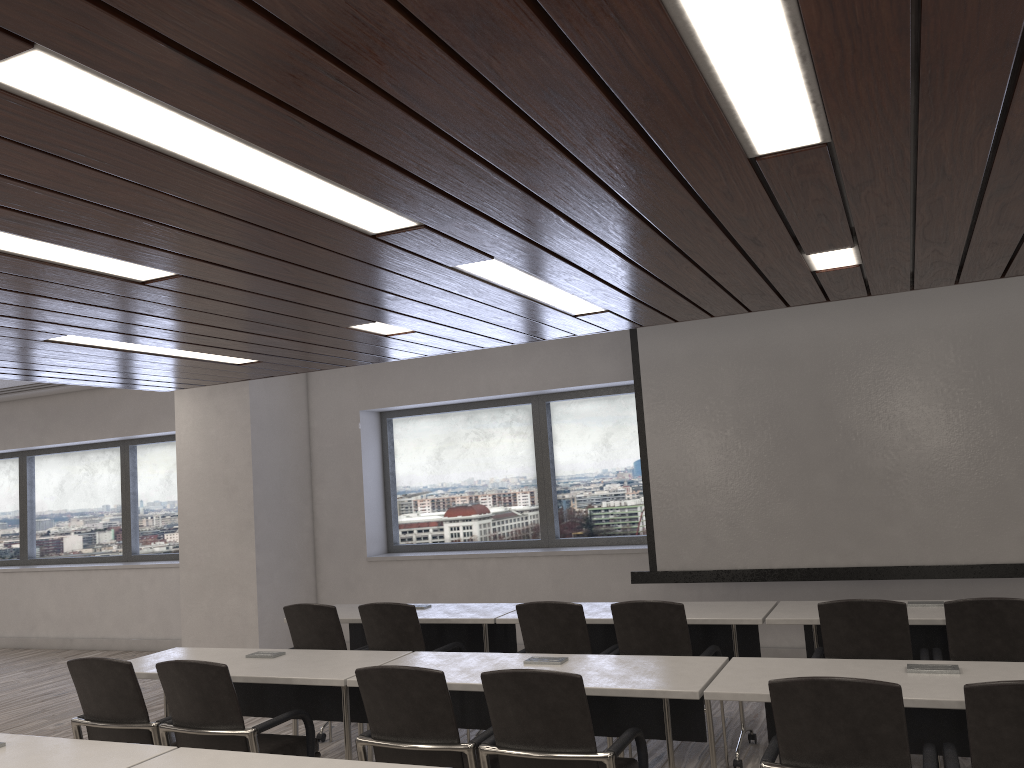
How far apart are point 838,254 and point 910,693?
1.90m

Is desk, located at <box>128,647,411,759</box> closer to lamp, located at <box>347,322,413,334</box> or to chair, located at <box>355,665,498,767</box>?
chair, located at <box>355,665,498,767</box>

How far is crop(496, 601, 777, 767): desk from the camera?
4.6m

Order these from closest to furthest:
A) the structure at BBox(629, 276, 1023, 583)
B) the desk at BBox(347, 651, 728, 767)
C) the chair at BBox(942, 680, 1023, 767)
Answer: the chair at BBox(942, 680, 1023, 767) < the desk at BBox(347, 651, 728, 767) < the structure at BBox(629, 276, 1023, 583)

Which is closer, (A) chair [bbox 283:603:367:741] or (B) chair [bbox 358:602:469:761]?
(B) chair [bbox 358:602:469:761]

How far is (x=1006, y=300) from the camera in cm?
591

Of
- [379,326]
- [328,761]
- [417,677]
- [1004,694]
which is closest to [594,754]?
[417,677]

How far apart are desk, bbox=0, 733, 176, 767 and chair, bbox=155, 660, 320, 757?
0.59m

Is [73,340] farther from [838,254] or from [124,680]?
[838,254]

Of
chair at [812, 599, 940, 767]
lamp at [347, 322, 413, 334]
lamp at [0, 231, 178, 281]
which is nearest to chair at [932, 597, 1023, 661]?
chair at [812, 599, 940, 767]
